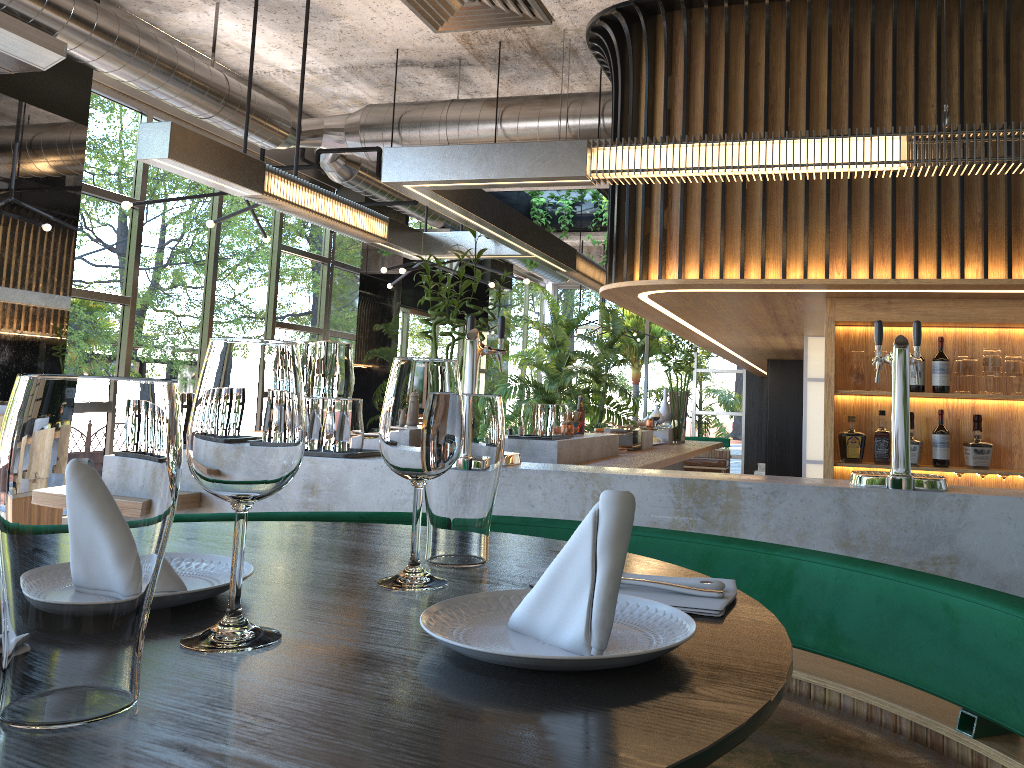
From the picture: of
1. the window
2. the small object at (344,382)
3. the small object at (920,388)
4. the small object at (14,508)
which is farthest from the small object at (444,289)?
the small object at (14,508)

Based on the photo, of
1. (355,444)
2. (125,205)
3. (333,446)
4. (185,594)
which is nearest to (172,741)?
(185,594)

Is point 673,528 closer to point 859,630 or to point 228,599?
point 859,630

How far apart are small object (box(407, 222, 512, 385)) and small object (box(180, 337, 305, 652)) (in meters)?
4.30

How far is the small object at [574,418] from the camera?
6.2 meters

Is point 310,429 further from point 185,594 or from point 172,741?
point 172,741

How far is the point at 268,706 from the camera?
0.59m

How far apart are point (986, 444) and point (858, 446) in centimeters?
65cm

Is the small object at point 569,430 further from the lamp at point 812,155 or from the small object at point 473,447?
the small object at point 473,447

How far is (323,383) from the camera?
3.21m
